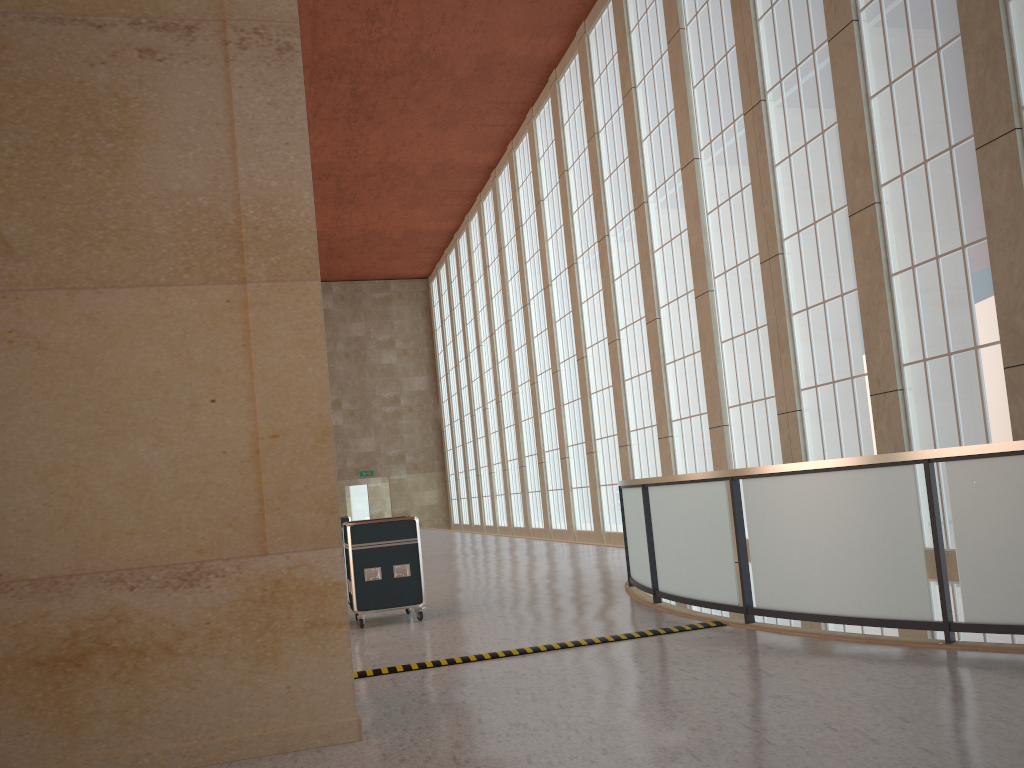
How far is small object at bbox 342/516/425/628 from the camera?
12.64m

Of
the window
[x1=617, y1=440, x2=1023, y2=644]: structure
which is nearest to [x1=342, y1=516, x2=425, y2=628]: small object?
[x1=617, y1=440, x2=1023, y2=644]: structure

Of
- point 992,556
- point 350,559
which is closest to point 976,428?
point 992,556

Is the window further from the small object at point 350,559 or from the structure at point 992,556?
the small object at point 350,559

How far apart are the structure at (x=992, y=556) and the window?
5.7m

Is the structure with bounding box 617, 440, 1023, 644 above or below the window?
below

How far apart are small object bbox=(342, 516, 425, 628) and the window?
9.2 meters

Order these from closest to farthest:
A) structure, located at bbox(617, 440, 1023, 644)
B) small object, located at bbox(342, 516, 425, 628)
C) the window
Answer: structure, located at bbox(617, 440, 1023, 644) < small object, located at bbox(342, 516, 425, 628) < the window

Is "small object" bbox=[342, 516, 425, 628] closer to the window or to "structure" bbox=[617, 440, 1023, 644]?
"structure" bbox=[617, 440, 1023, 644]

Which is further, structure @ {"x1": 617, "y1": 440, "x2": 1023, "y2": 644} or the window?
the window
